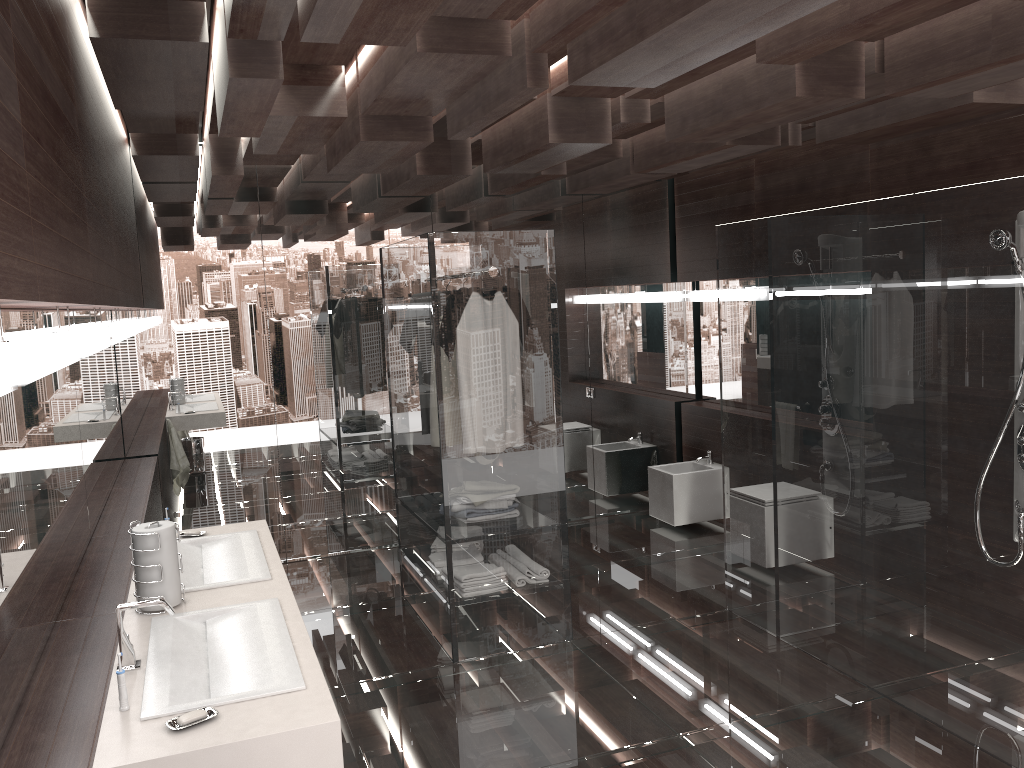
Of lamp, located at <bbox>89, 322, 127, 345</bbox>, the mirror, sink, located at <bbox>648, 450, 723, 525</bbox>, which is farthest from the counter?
sink, located at <bbox>648, 450, 723, 525</bbox>

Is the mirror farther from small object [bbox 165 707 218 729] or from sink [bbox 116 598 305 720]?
small object [bbox 165 707 218 729]

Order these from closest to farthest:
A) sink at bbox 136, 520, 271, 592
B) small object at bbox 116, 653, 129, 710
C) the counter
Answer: the counter < small object at bbox 116, 653, 129, 710 < sink at bbox 136, 520, 271, 592

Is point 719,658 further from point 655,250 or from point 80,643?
point 655,250

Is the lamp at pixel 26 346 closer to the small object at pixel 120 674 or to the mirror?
the mirror

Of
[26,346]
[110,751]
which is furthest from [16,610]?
[26,346]

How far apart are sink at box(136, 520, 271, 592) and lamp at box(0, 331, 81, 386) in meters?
0.8

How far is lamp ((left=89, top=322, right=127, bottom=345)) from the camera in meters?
3.7 m

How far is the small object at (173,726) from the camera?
1.9m

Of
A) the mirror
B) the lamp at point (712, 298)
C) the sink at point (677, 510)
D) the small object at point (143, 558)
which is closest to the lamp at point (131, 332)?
the mirror
